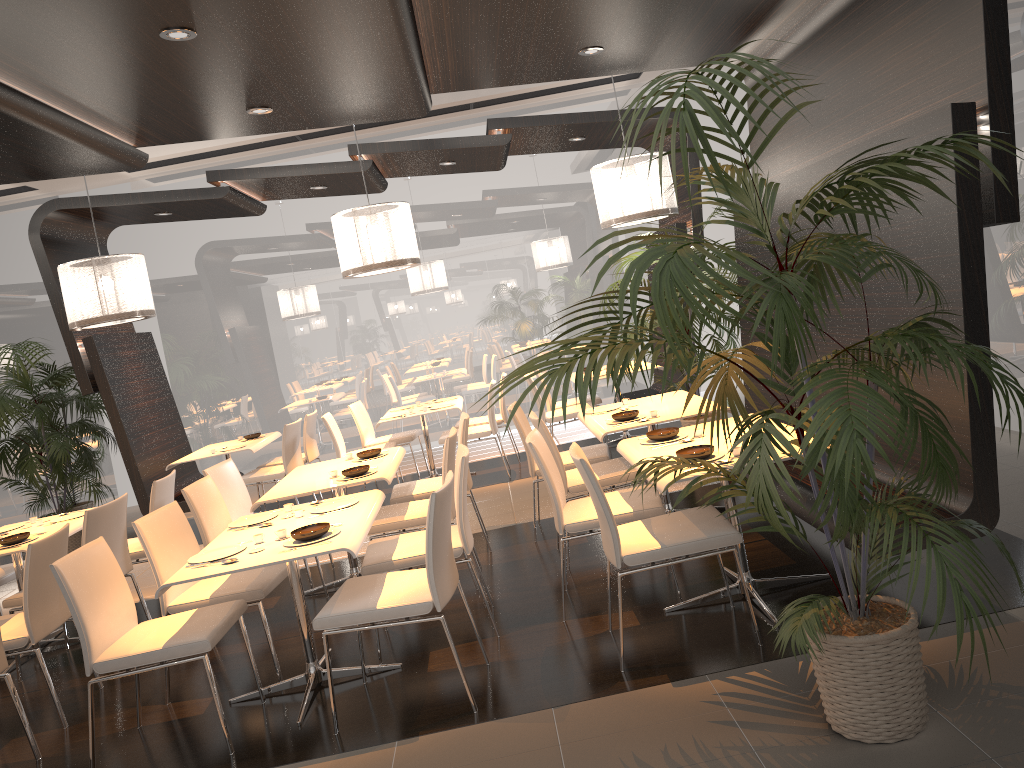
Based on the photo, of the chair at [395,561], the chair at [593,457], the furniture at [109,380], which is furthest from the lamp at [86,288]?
the chair at [395,561]

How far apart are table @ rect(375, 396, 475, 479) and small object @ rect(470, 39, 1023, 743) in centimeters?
468cm

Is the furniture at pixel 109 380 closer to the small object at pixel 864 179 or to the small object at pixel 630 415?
the small object at pixel 630 415

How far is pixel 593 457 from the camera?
5.7m

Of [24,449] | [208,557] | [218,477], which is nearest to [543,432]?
[208,557]

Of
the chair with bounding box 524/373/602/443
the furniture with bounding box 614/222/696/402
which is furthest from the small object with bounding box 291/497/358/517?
the furniture with bounding box 614/222/696/402

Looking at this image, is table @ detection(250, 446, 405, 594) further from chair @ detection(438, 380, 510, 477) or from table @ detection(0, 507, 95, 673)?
chair @ detection(438, 380, 510, 477)

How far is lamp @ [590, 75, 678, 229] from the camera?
6.7 meters

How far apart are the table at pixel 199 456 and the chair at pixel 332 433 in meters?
0.7

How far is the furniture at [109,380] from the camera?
7.7 meters
